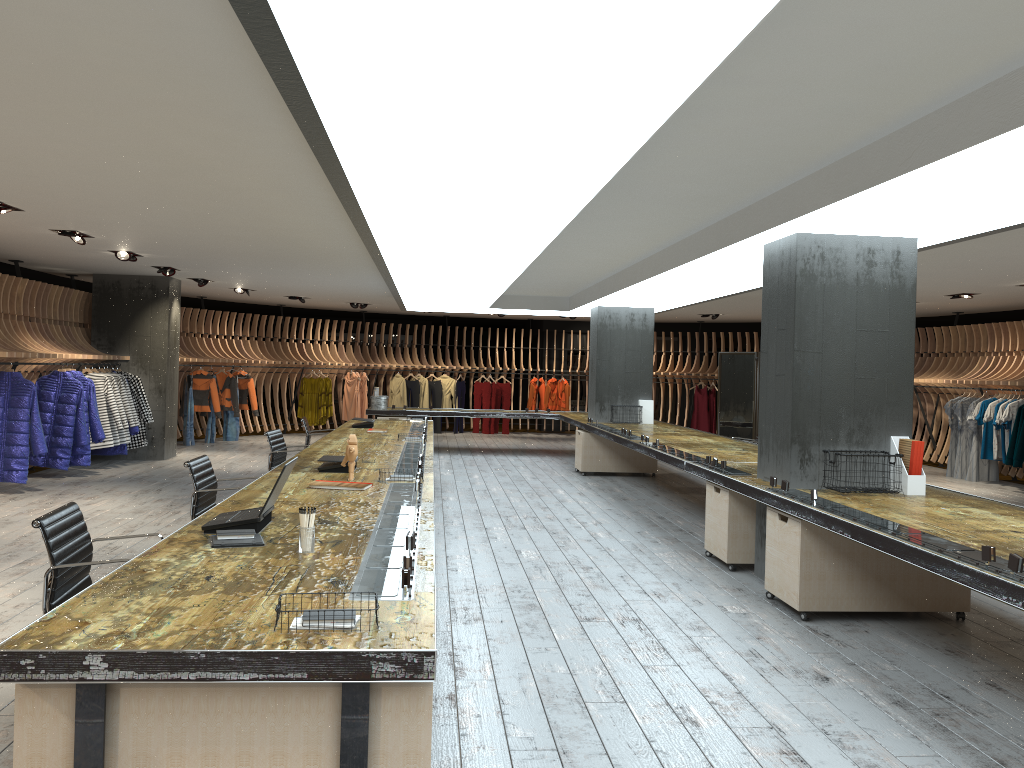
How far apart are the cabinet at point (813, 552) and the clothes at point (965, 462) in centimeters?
926cm

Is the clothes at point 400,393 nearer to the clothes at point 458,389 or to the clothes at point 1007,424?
the clothes at point 458,389

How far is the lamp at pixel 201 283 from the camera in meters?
13.6

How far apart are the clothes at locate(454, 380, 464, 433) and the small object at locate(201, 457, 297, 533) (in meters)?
16.23

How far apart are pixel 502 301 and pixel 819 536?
9.9m

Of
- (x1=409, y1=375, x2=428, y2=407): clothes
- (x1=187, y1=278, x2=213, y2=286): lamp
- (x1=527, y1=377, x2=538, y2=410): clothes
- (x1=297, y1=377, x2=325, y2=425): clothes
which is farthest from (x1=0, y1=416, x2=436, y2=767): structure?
(x1=527, y1=377, x2=538, y2=410): clothes

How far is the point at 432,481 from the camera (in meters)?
5.98

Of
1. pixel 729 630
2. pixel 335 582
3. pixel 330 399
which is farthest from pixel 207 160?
pixel 330 399

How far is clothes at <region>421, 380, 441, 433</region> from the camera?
20.3m

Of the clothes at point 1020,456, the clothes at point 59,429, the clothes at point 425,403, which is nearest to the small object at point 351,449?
the clothes at point 59,429
